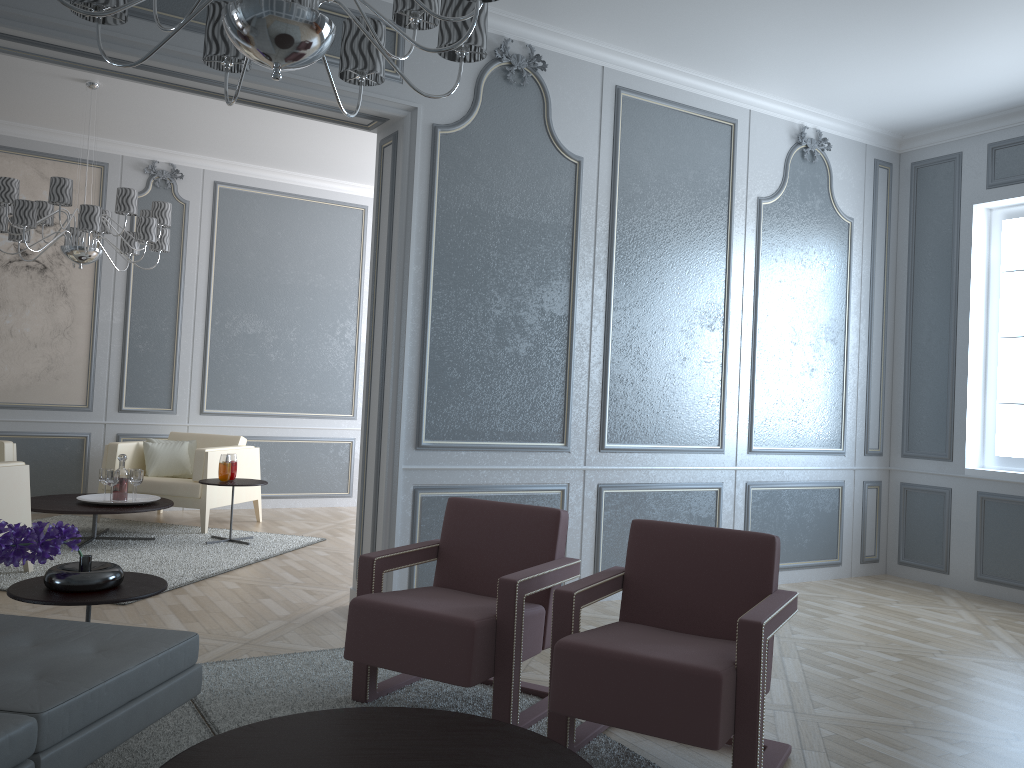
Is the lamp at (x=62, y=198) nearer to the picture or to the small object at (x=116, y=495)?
the picture

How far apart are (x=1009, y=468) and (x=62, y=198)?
5.5m

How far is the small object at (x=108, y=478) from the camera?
5.3m

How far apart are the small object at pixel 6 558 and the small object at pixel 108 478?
2.9 meters

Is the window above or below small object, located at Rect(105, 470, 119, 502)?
above

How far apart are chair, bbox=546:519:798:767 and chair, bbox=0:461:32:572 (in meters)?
3.12

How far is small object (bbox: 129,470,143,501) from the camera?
5.4m

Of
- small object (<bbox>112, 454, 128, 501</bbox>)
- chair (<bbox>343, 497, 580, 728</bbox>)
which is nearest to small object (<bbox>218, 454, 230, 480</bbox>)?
small object (<bbox>112, 454, 128, 501</bbox>)

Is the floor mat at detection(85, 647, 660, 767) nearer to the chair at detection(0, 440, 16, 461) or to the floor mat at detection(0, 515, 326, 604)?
the floor mat at detection(0, 515, 326, 604)

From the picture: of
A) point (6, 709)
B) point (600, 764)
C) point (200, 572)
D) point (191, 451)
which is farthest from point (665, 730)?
point (191, 451)
